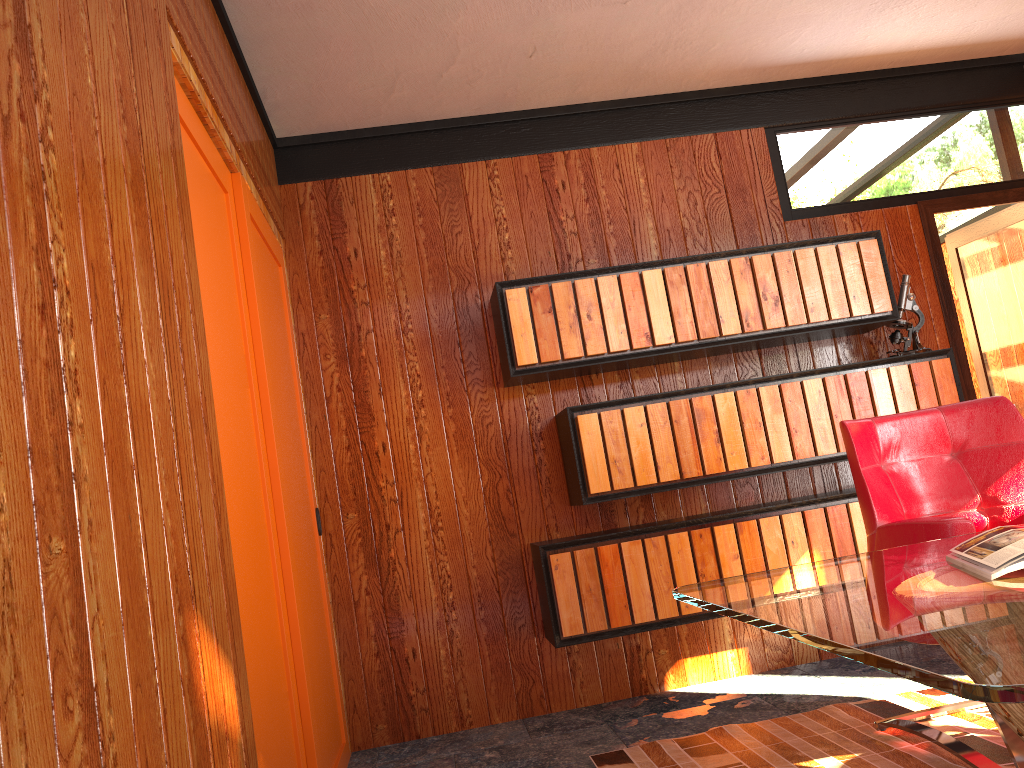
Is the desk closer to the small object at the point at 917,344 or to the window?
the window

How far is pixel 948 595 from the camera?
1.3 meters

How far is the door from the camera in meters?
4.1

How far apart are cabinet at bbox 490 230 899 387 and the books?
1.96m

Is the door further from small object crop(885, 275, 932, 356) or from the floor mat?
the floor mat

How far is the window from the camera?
2.29m

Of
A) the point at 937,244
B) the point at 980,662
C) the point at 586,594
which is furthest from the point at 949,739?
the point at 937,244

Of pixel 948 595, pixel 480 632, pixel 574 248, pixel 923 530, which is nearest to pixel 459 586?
pixel 480 632

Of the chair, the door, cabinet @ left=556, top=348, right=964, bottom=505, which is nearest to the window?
cabinet @ left=556, top=348, right=964, bottom=505

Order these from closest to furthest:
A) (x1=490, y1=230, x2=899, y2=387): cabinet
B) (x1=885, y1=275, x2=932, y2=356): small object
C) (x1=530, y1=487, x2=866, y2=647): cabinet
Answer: (x1=530, y1=487, x2=866, y2=647): cabinet, (x1=490, y1=230, x2=899, y2=387): cabinet, (x1=885, y1=275, x2=932, y2=356): small object
